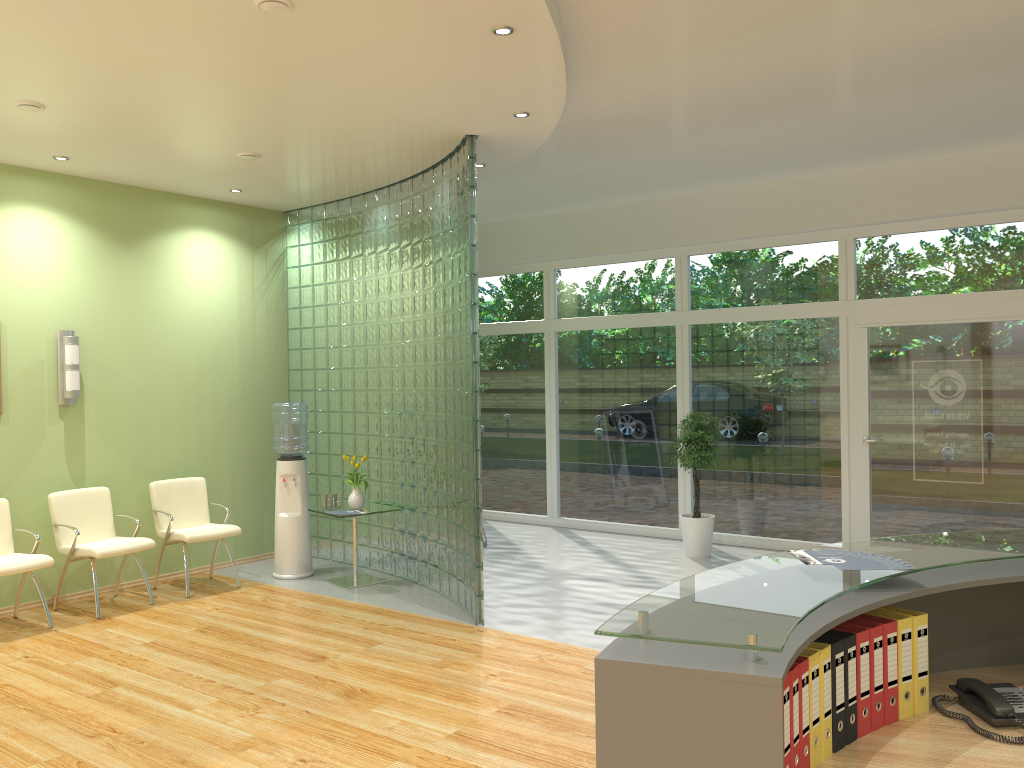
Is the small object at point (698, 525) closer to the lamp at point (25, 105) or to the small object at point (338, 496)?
the small object at point (338, 496)

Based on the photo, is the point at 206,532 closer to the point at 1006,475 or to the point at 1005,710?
the point at 1005,710

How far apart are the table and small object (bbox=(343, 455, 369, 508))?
0.1 meters

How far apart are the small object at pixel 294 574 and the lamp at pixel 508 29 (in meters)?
4.24

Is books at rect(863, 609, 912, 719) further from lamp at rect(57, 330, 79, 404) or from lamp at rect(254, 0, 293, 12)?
lamp at rect(57, 330, 79, 404)

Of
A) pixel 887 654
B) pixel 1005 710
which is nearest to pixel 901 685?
pixel 887 654

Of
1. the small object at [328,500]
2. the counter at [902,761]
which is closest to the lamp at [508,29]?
the counter at [902,761]

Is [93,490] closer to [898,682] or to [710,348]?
[710,348]

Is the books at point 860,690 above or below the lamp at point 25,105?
below

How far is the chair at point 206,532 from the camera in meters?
7.1 m
